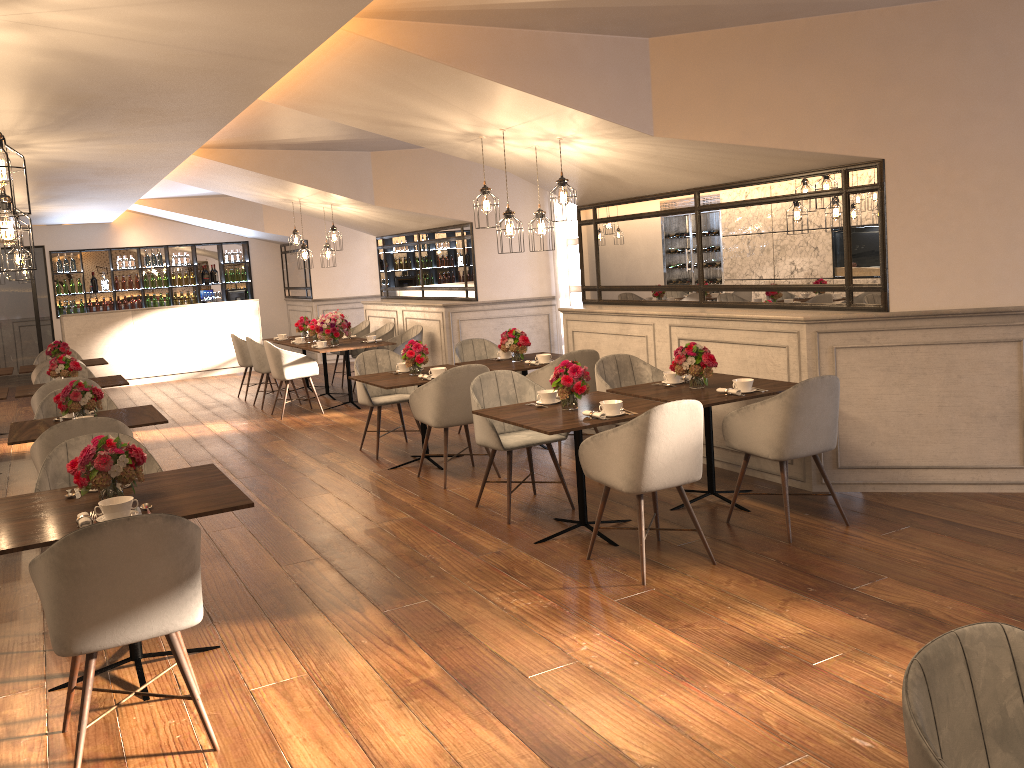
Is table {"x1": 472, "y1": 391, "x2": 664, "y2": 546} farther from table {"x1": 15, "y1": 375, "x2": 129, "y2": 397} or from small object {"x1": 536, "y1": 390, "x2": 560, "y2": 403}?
table {"x1": 15, "y1": 375, "x2": 129, "y2": 397}

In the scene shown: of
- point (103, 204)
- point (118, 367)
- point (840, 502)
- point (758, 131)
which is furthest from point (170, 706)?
point (118, 367)

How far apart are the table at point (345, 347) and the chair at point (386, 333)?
0.9m

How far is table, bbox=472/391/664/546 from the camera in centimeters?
461cm

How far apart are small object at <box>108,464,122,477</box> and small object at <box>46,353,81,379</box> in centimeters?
502cm

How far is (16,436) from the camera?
5.4 meters

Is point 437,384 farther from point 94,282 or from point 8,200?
point 94,282

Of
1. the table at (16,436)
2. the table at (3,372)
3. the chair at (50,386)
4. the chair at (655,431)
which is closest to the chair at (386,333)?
the table at (3,372)

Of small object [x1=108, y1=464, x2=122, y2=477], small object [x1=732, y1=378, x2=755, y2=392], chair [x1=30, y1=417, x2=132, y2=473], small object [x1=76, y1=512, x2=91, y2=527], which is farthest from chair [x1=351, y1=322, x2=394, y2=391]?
small object [x1=76, y1=512, x2=91, y2=527]

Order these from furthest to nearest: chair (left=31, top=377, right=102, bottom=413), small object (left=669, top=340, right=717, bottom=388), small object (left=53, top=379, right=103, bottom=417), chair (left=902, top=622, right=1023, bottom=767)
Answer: chair (left=31, top=377, right=102, bottom=413)
small object (left=53, top=379, right=103, bottom=417)
small object (left=669, top=340, right=717, bottom=388)
chair (left=902, top=622, right=1023, bottom=767)
